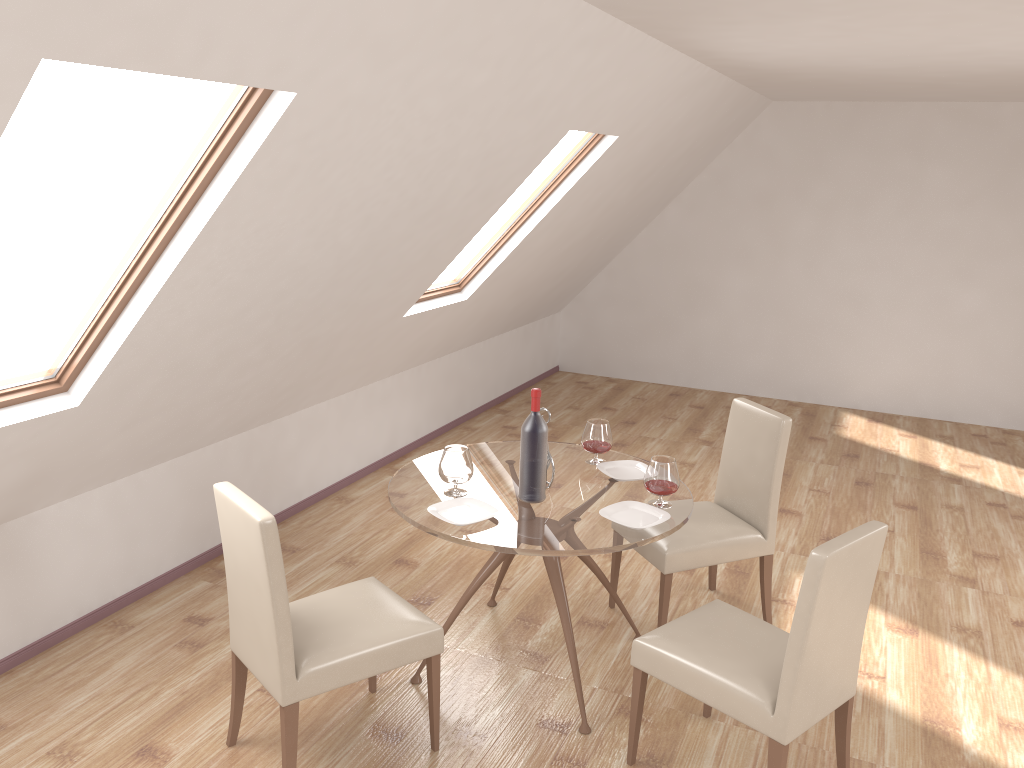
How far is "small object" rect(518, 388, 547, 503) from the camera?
3.3 meters

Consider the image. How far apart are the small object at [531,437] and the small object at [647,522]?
0.2 meters

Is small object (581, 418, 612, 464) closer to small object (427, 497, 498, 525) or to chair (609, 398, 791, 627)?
chair (609, 398, 791, 627)

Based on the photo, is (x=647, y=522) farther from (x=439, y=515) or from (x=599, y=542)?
(x=439, y=515)

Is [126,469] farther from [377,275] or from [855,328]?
[855,328]

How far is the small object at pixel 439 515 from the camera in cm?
317

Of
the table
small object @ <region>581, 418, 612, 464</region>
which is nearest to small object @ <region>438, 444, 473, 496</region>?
the table

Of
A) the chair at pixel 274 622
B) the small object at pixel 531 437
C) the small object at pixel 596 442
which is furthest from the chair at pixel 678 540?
the chair at pixel 274 622

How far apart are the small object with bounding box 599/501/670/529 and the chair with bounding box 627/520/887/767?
0.3m

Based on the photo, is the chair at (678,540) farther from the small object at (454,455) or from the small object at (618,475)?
the small object at (454,455)
